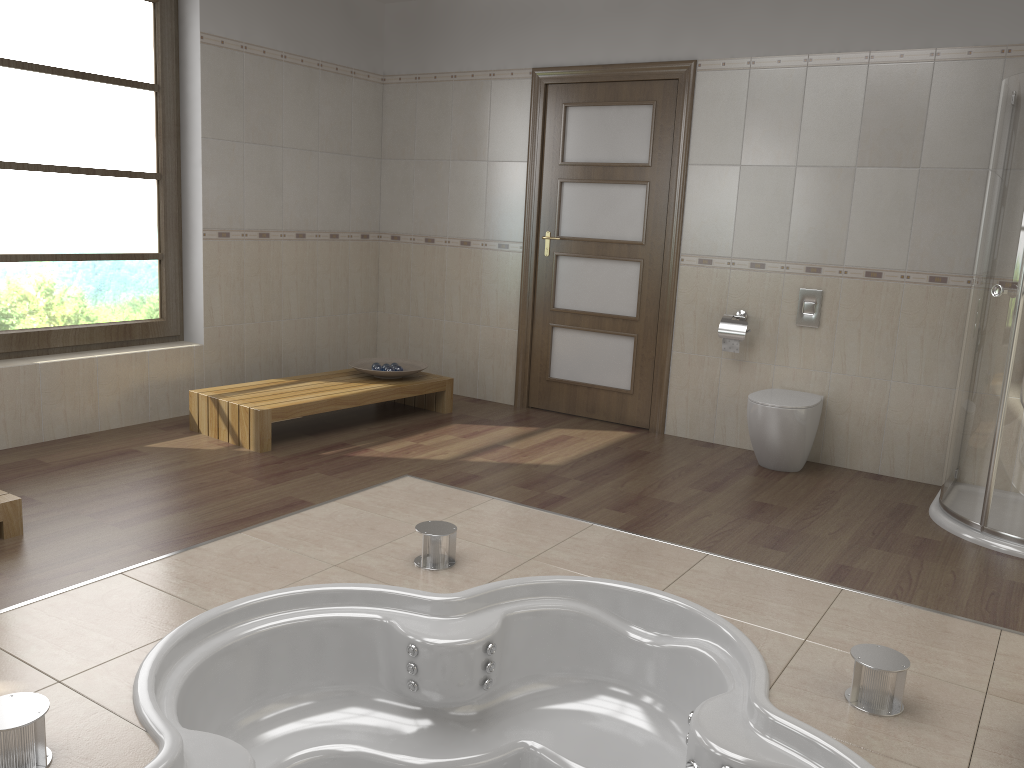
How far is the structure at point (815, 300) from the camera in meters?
4.7

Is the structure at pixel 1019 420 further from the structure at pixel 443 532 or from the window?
the window

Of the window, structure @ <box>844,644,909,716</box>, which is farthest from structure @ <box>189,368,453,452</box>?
structure @ <box>844,644,909,716</box>

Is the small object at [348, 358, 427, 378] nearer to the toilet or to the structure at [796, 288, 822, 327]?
the toilet

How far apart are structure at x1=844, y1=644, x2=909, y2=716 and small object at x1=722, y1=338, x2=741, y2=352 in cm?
261

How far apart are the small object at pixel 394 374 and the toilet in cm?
197

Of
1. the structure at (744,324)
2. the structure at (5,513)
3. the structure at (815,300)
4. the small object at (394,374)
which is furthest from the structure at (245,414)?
the structure at (815,300)

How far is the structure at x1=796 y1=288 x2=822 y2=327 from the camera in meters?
4.7

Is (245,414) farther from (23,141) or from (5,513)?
(23,141)

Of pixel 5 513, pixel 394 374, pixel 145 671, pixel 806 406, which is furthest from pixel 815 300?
pixel 5 513
